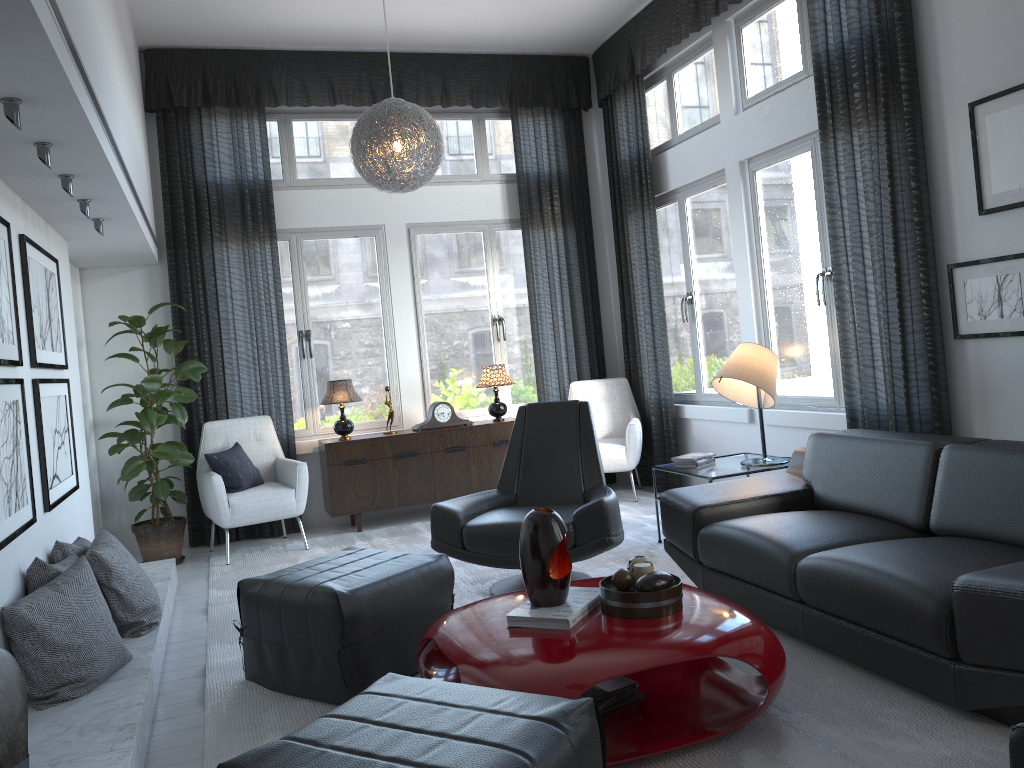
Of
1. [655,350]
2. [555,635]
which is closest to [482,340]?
[655,350]

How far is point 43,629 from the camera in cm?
270

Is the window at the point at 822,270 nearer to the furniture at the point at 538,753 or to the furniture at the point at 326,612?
the furniture at the point at 326,612

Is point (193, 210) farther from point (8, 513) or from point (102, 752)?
point (102, 752)

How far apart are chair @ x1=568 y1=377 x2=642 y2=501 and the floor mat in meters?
0.2

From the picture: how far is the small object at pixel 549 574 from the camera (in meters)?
2.57

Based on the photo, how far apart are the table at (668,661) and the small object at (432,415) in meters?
3.1

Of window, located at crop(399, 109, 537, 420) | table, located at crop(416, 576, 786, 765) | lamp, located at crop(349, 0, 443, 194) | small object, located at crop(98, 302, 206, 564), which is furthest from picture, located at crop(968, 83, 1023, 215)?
small object, located at crop(98, 302, 206, 564)

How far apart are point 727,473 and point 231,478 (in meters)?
2.98

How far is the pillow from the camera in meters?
5.4 m
